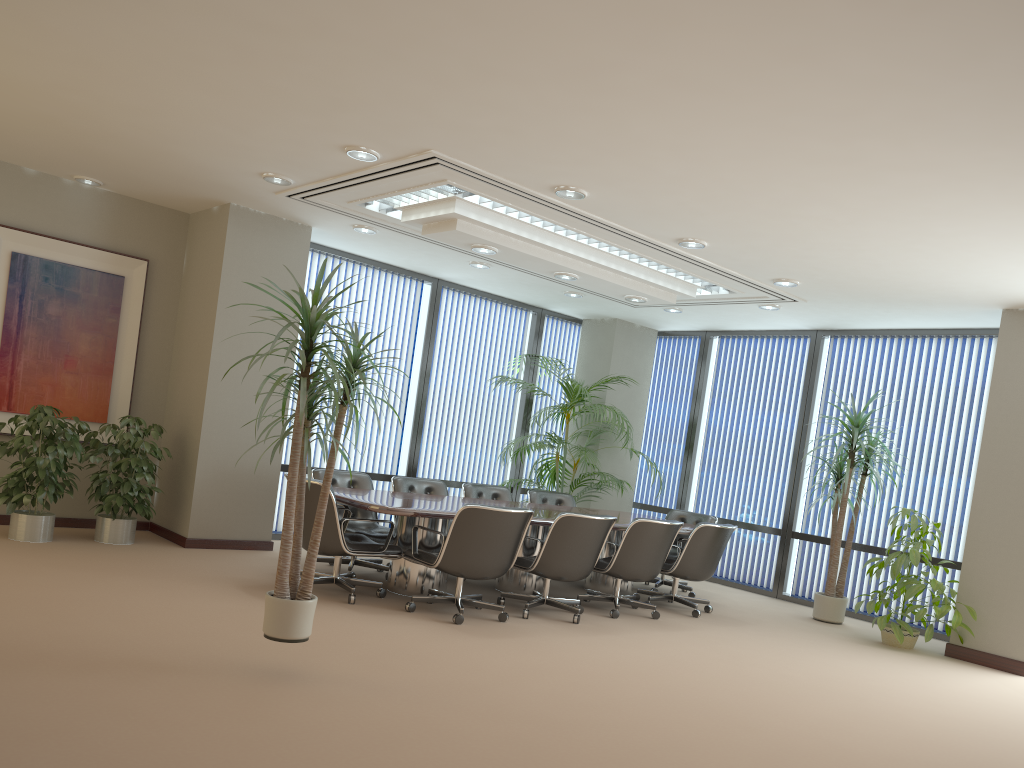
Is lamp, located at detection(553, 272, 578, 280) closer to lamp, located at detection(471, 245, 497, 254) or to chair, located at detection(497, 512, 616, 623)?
lamp, located at detection(471, 245, 497, 254)

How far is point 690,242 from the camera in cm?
688

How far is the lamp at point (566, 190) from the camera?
6.0m

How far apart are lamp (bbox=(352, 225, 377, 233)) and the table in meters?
2.4

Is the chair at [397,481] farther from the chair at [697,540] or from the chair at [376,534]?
the chair at [697,540]

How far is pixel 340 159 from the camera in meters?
6.1

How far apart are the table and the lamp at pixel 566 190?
2.4 meters

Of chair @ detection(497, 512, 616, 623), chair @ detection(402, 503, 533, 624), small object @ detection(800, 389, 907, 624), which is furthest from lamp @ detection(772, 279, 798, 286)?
chair @ detection(402, 503, 533, 624)

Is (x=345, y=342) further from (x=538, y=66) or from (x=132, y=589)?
(x=132, y=589)

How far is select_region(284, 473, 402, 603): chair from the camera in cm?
619
